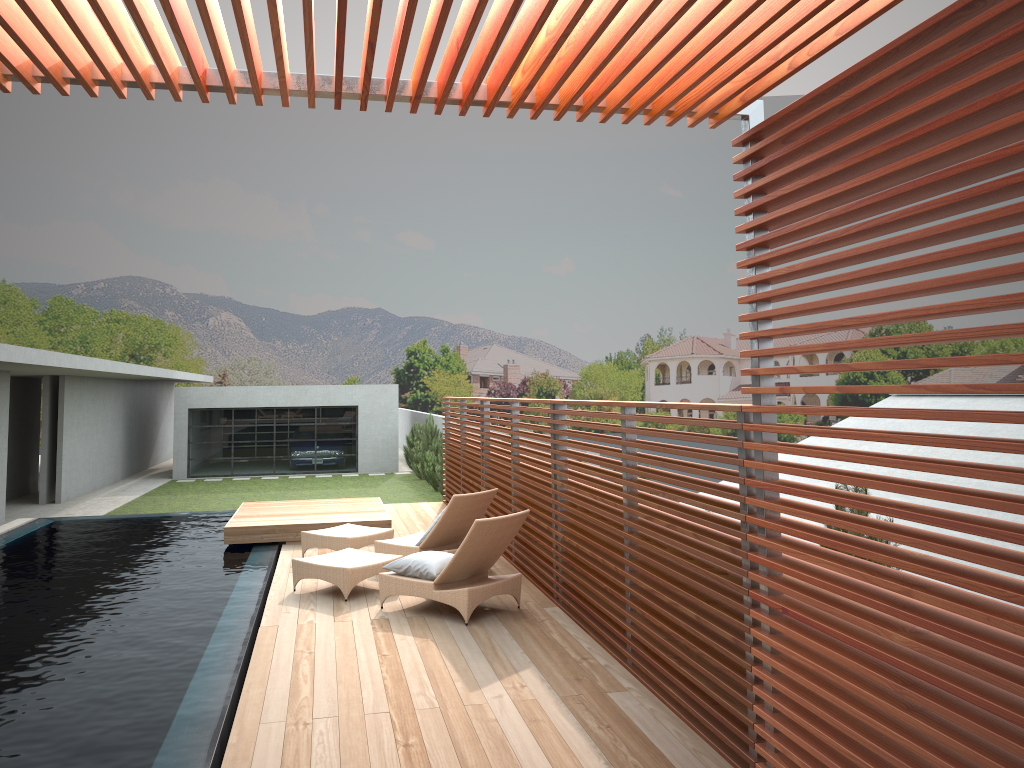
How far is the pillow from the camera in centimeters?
742cm

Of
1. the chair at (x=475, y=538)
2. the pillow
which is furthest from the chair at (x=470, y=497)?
the pillow

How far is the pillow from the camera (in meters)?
7.42

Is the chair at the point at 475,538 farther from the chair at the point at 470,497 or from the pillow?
the chair at the point at 470,497

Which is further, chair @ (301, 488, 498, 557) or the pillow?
chair @ (301, 488, 498, 557)

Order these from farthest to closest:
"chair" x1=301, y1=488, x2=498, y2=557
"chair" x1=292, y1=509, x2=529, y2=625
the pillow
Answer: "chair" x1=301, y1=488, x2=498, y2=557
the pillow
"chair" x1=292, y1=509, x2=529, y2=625

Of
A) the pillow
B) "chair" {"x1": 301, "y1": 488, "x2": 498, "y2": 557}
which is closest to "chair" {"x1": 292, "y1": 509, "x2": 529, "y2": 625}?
the pillow

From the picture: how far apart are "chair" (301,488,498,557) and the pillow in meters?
1.1 m

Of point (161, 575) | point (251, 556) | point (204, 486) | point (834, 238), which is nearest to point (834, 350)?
point (834, 238)

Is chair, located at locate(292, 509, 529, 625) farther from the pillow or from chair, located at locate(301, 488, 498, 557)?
chair, located at locate(301, 488, 498, 557)
